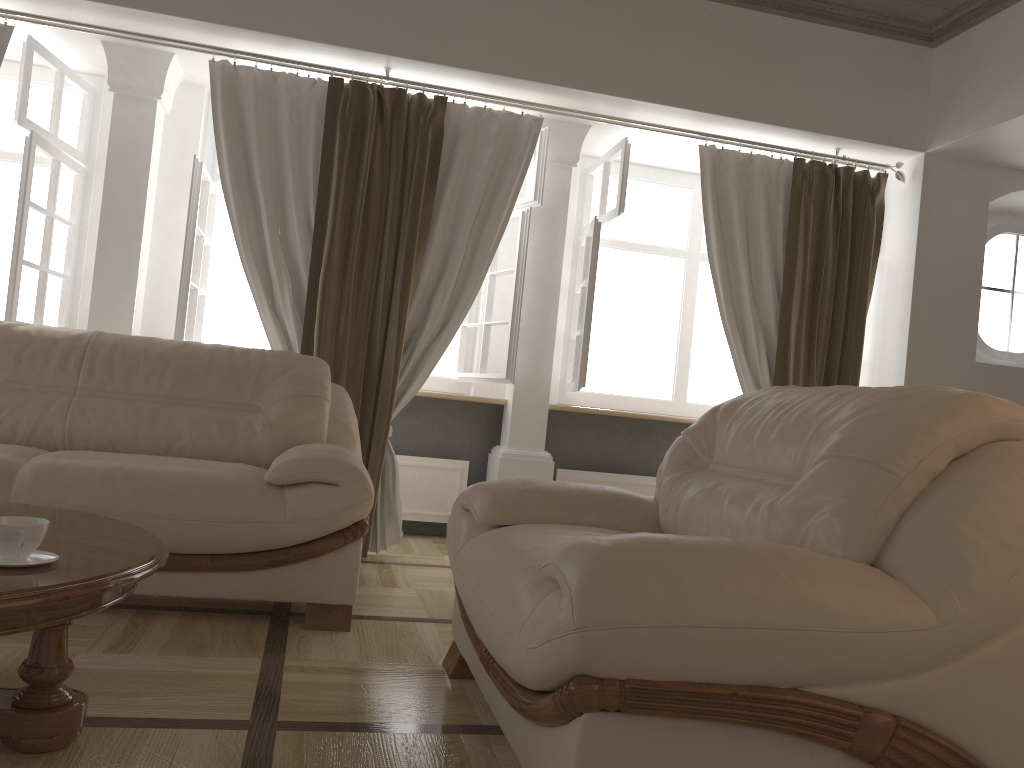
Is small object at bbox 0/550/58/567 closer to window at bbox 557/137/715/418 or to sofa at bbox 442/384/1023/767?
sofa at bbox 442/384/1023/767

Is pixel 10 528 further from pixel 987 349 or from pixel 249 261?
pixel 987 349

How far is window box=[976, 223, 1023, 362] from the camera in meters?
5.0 m

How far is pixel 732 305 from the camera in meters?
4.6 m

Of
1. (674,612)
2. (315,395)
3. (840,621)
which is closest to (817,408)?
(840,621)

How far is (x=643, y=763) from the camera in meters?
1.4

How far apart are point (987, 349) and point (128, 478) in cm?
449

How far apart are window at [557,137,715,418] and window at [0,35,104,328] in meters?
2.7 m

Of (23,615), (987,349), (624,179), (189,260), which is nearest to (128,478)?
(23,615)

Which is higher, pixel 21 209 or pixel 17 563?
pixel 21 209
